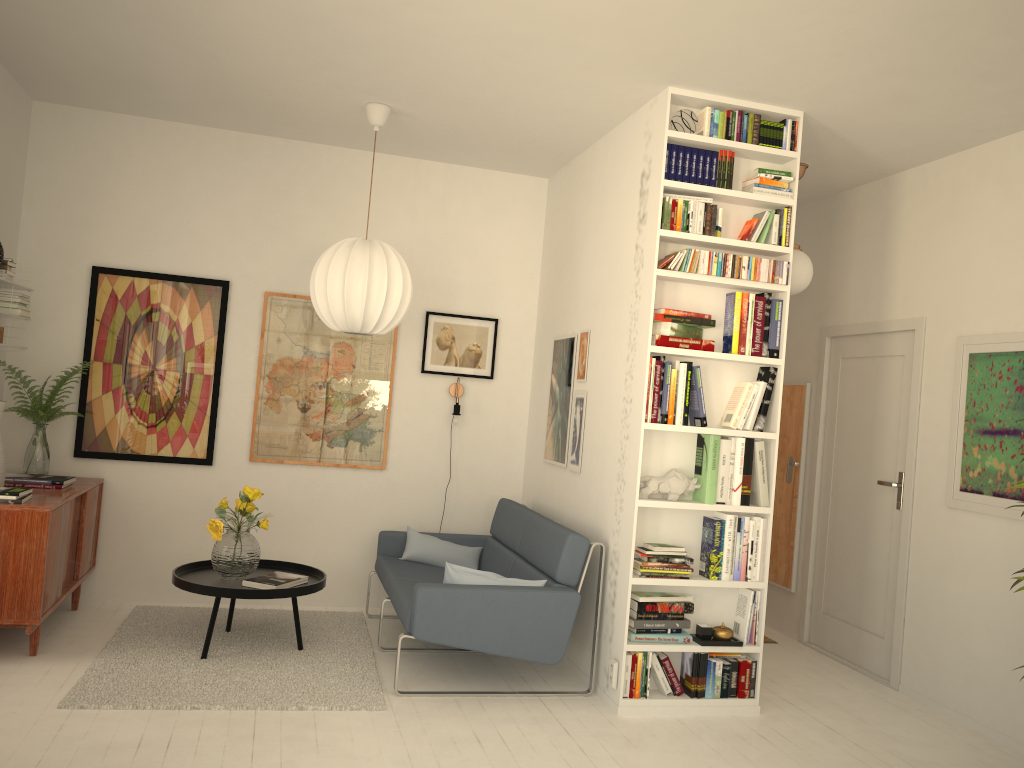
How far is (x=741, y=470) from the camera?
4.2 meters

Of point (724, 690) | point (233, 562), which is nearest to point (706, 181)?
point (724, 690)

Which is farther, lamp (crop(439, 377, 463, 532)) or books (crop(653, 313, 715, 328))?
lamp (crop(439, 377, 463, 532))

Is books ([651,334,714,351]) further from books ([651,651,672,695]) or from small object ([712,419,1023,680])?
books ([651,651,672,695])

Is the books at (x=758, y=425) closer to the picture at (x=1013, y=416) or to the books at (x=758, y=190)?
the books at (x=758, y=190)

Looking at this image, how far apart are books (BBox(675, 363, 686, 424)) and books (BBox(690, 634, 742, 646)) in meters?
1.0

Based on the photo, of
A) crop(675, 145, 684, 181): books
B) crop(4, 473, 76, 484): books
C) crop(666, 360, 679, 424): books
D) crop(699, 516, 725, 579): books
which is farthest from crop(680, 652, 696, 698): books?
crop(4, 473, 76, 484): books

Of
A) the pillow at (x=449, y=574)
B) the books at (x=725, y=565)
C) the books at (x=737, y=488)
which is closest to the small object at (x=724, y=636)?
the books at (x=725, y=565)

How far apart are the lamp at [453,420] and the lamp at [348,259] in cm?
110

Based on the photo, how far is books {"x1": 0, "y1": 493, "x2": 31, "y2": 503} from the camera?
4.04m
